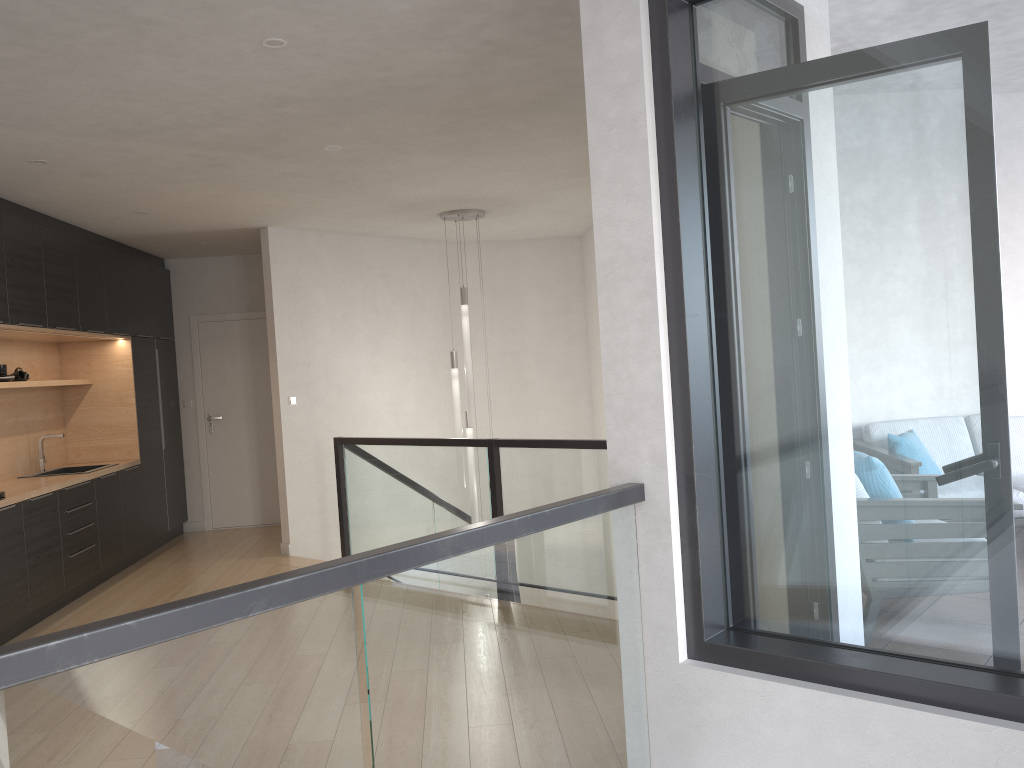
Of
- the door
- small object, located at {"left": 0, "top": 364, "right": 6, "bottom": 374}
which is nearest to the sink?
small object, located at {"left": 0, "top": 364, "right": 6, "bottom": 374}

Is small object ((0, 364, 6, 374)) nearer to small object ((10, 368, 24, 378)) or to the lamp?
small object ((10, 368, 24, 378))

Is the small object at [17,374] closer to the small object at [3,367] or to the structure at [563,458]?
the small object at [3,367]

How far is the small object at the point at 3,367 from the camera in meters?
6.2 m

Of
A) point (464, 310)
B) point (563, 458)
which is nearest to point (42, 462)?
point (464, 310)

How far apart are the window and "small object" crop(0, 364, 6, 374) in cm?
544

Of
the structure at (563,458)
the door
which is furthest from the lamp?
the door

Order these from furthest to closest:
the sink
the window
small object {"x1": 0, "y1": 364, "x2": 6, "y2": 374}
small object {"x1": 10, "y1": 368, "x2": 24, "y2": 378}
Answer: the sink < small object {"x1": 10, "y1": 368, "x2": 24, "y2": 378} < small object {"x1": 0, "y1": 364, "x2": 6, "y2": 374} < the window

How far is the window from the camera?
2.1 meters

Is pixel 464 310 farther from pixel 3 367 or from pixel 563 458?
pixel 3 367
